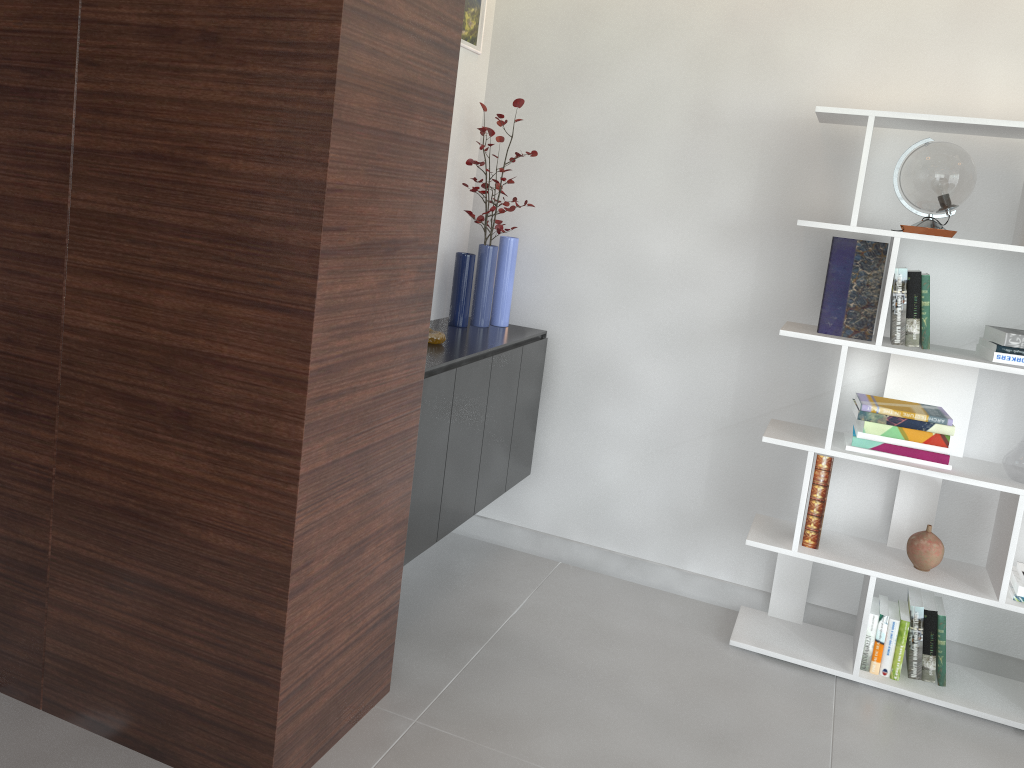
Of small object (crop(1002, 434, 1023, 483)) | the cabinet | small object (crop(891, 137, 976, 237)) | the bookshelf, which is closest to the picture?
the cabinet

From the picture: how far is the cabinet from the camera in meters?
2.6 m

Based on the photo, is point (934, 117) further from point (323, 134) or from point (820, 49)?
point (323, 134)

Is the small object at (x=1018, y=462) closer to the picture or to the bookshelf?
the bookshelf

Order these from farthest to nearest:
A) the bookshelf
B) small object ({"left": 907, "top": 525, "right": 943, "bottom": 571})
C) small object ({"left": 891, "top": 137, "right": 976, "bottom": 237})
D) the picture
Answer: the picture → small object ({"left": 907, "top": 525, "right": 943, "bottom": 571}) → the bookshelf → small object ({"left": 891, "top": 137, "right": 976, "bottom": 237})

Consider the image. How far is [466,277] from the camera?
3.2m

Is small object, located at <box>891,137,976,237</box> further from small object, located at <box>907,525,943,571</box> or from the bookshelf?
small object, located at <box>907,525,943,571</box>

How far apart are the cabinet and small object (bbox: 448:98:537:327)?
0.0 meters

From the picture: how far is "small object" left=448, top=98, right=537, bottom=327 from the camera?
3.2m

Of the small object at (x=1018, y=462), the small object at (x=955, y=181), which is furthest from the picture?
the small object at (x=1018, y=462)
